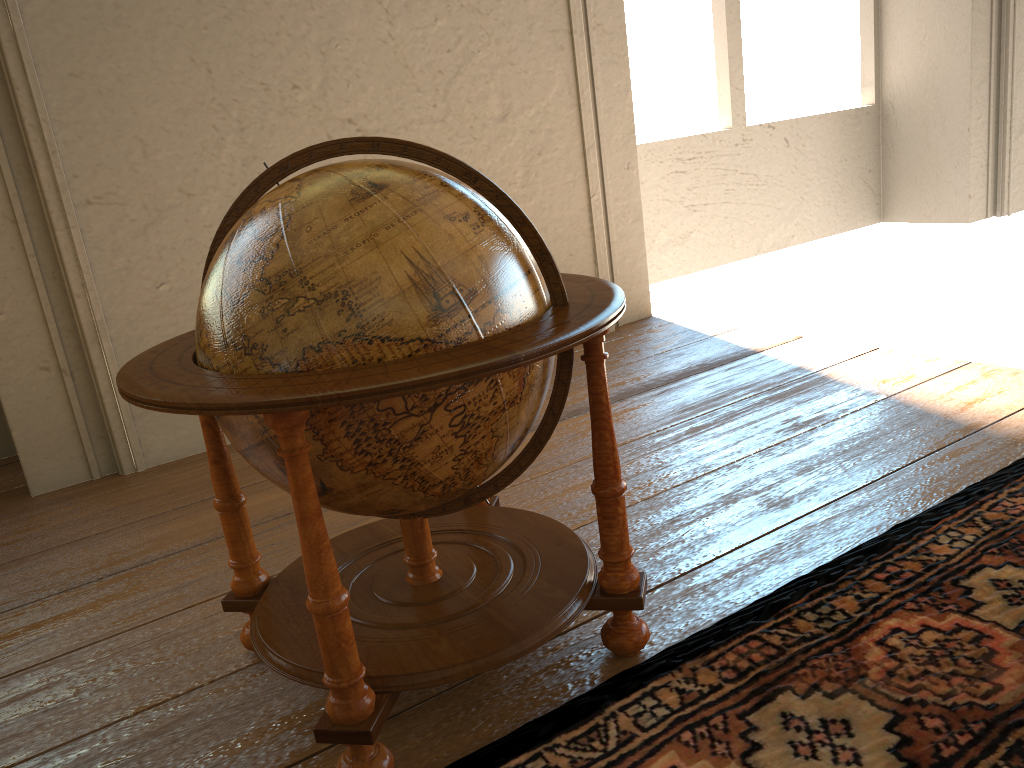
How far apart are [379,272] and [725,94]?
6.5m

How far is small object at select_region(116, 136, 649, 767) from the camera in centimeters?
186cm

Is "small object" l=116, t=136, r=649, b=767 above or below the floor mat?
above

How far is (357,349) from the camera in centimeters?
186cm

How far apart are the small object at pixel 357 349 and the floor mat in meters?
0.1

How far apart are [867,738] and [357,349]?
1.4 meters

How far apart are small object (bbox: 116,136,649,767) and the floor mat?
0.1 meters

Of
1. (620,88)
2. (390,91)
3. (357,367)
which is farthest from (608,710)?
(620,88)

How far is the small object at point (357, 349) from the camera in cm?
186
